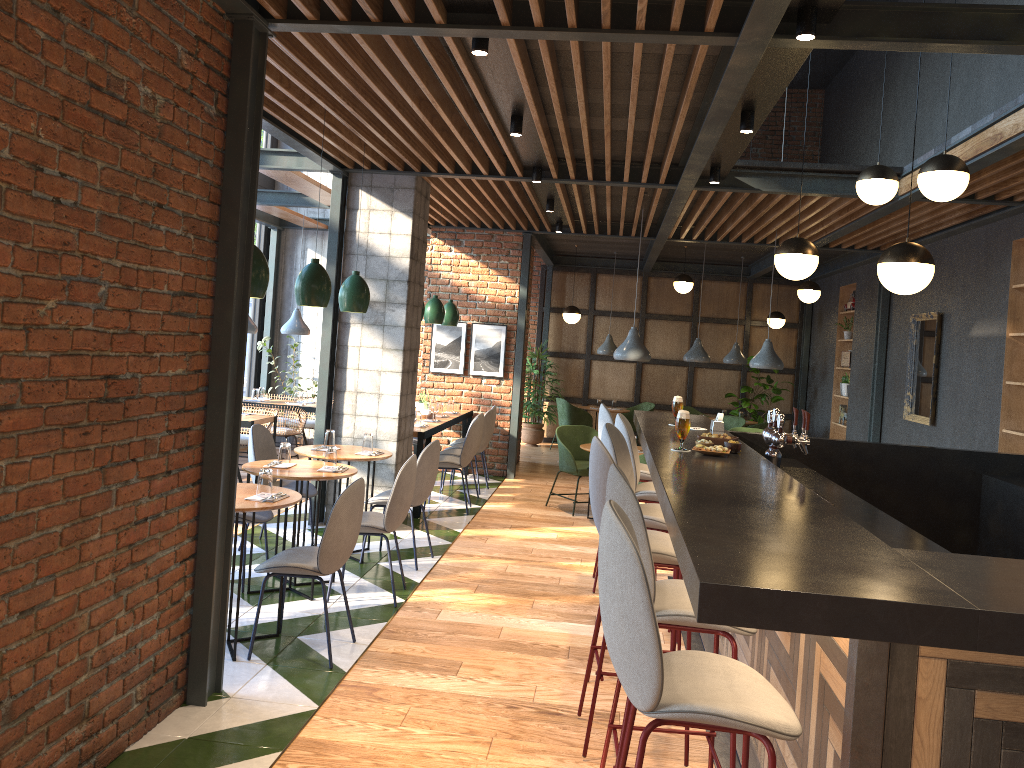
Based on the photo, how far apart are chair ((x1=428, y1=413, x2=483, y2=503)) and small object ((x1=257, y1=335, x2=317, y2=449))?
3.1 meters

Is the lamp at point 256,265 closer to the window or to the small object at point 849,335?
the window

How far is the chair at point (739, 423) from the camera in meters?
12.0 m

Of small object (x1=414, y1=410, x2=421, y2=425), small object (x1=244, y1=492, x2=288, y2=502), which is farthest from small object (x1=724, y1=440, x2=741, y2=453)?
small object (x1=414, y1=410, x2=421, y2=425)

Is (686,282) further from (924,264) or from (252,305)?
(924,264)

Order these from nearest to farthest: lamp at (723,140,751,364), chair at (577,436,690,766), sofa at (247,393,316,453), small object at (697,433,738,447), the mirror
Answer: chair at (577,436,690,766) < small object at (697,433,738,447) < the mirror < sofa at (247,393,316,453) < lamp at (723,140,751,364)

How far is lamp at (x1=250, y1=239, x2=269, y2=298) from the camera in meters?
4.4

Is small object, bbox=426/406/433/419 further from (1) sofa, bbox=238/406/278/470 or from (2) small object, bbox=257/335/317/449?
(2) small object, bbox=257/335/317/449

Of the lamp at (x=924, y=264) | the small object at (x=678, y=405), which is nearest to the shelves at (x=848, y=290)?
the small object at (x=678, y=405)

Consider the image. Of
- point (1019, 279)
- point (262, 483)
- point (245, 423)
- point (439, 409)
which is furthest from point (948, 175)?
point (245, 423)
